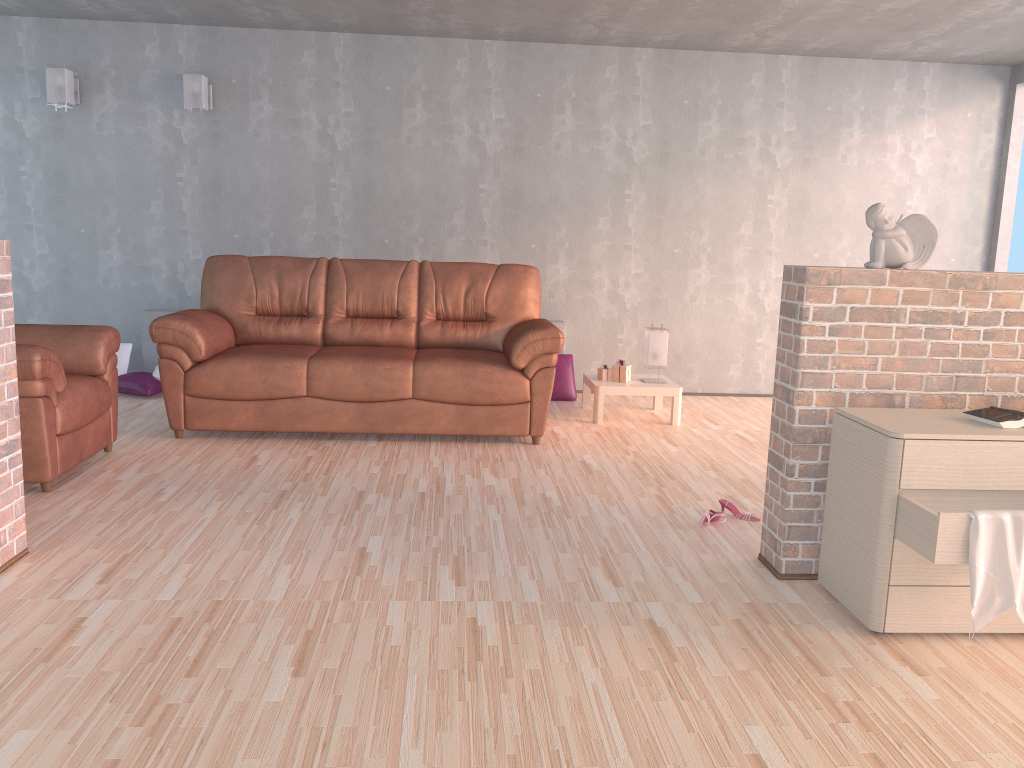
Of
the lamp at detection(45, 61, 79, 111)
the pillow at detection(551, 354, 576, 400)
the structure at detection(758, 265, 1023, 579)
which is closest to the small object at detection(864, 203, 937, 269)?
the structure at detection(758, 265, 1023, 579)

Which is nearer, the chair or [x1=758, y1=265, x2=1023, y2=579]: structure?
[x1=758, y1=265, x2=1023, y2=579]: structure

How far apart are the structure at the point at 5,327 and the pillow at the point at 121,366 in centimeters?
326cm

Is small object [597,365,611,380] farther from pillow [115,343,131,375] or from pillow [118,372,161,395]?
pillow [115,343,131,375]

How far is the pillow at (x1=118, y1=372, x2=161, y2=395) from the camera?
5.79m

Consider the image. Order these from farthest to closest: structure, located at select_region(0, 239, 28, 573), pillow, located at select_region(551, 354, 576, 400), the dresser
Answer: pillow, located at select_region(551, 354, 576, 400) < structure, located at select_region(0, 239, 28, 573) < the dresser

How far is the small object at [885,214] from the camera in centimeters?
291cm

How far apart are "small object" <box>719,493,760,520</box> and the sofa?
1.3m

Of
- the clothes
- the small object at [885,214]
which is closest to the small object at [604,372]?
the small object at [885,214]

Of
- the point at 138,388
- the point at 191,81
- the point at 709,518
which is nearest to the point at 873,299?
the point at 709,518
